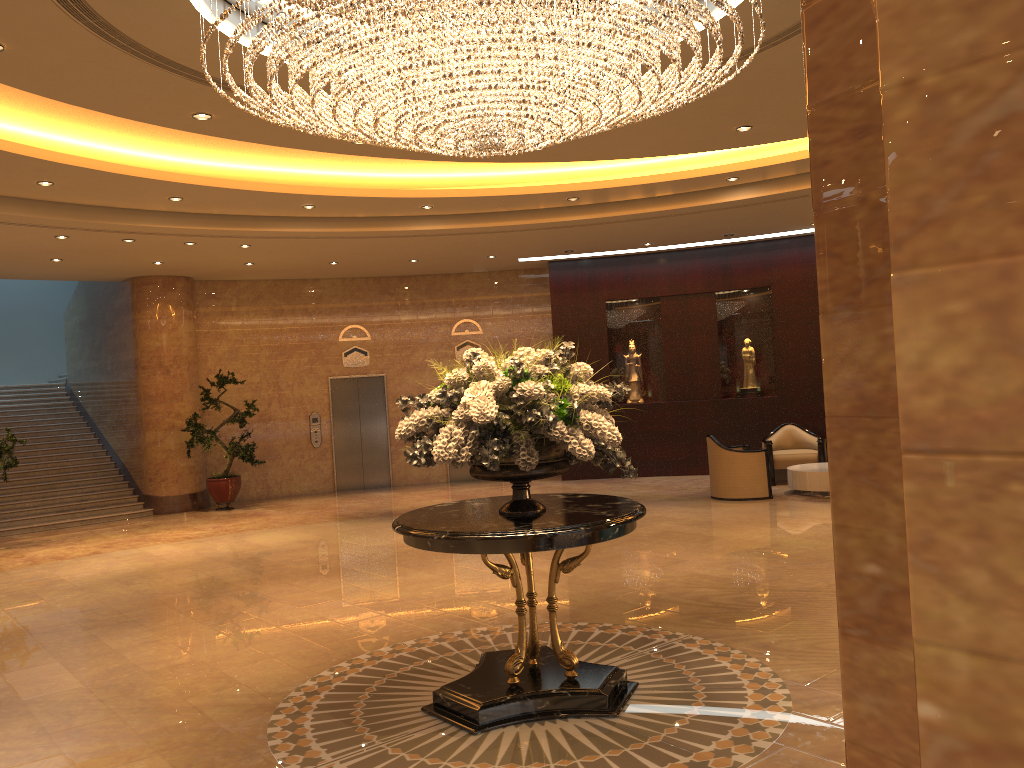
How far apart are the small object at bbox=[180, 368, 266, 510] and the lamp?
9.1 meters

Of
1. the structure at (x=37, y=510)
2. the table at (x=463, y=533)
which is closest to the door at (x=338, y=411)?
the structure at (x=37, y=510)

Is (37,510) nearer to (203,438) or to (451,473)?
(203,438)

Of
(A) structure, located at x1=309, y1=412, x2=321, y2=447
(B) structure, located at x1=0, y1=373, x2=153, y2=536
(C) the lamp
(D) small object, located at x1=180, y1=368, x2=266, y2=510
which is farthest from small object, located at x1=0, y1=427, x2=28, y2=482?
(C) the lamp

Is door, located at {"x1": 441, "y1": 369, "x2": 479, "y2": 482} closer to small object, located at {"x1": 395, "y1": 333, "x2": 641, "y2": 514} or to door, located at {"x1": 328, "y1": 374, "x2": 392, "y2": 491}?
door, located at {"x1": 328, "y1": 374, "x2": 392, "y2": 491}

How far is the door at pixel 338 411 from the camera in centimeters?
1654cm

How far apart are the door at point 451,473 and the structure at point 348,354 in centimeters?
258cm

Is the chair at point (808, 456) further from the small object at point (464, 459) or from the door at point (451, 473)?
the small object at point (464, 459)

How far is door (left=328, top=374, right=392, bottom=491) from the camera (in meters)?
16.54

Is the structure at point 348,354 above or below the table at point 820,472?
above
